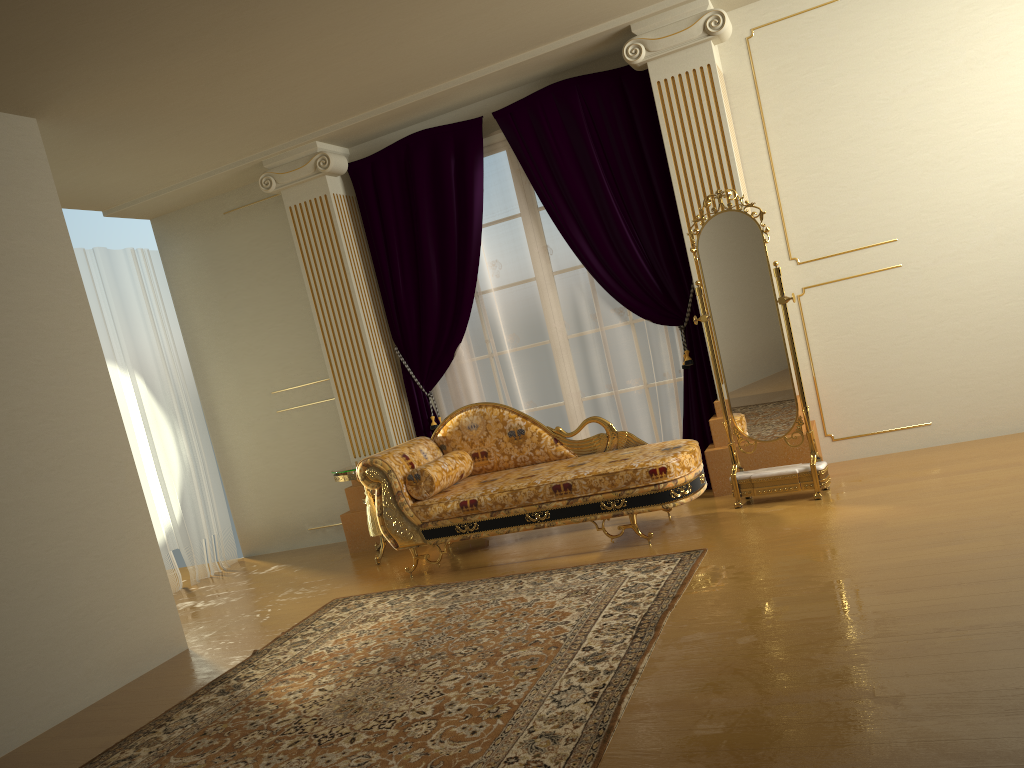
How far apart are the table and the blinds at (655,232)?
0.6m

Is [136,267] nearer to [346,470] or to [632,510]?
[346,470]

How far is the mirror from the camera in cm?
467

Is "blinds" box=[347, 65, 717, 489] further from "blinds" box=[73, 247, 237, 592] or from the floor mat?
"blinds" box=[73, 247, 237, 592]

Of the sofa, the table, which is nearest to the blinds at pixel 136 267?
the table

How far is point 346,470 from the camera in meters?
5.5 m

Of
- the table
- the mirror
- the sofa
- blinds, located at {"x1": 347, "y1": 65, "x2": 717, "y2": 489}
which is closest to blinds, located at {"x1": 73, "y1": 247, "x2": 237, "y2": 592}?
the table

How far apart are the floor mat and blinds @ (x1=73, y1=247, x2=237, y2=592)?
2.14m

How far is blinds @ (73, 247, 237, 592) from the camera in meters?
6.6 m

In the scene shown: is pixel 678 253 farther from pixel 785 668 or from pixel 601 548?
pixel 785 668
